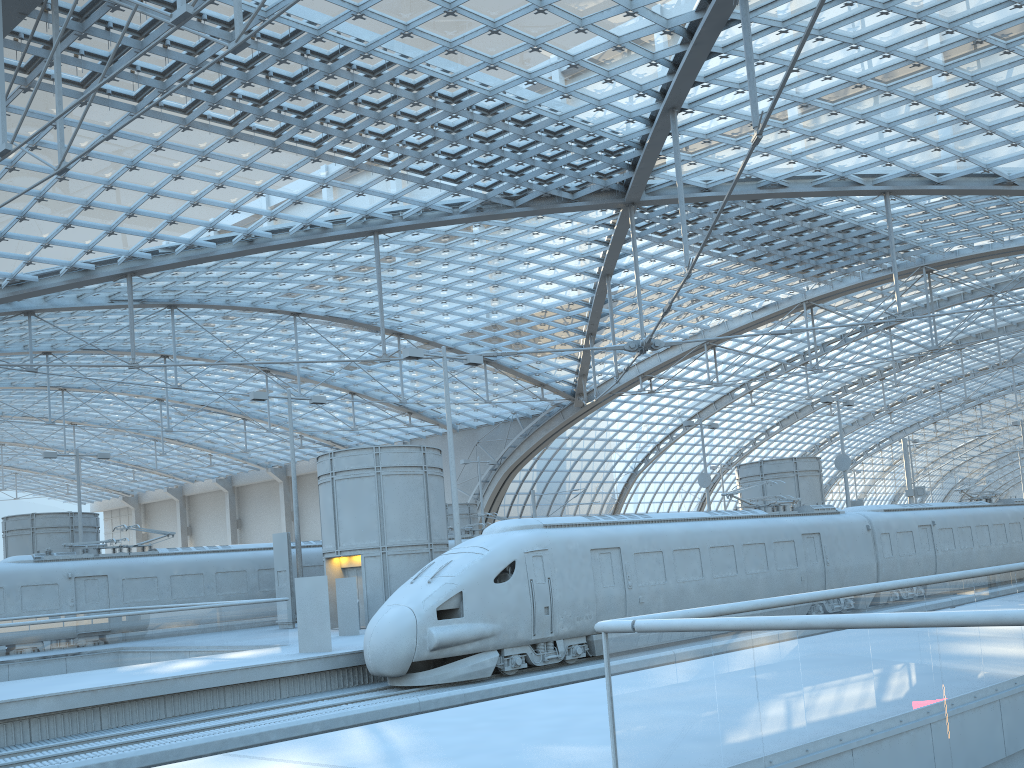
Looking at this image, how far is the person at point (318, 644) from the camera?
18.8 meters

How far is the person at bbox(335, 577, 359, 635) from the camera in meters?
23.2

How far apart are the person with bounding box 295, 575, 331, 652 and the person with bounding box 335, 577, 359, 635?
4.3m

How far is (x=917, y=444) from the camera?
40.9 meters

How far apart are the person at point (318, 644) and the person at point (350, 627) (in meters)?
4.27

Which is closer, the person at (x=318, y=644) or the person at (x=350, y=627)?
the person at (x=318, y=644)

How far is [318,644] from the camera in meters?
18.8 m

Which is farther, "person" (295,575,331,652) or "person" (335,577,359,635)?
"person" (335,577,359,635)

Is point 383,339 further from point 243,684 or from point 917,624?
point 917,624

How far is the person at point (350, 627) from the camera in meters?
23.2
